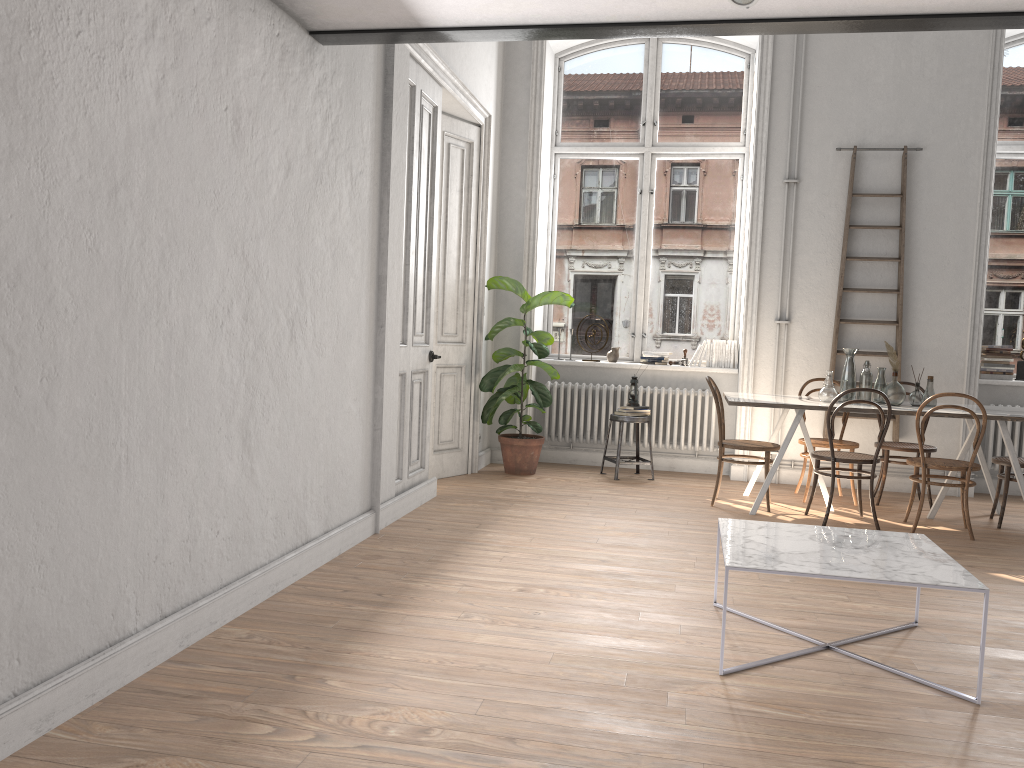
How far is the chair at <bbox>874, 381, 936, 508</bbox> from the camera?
6.5 meters

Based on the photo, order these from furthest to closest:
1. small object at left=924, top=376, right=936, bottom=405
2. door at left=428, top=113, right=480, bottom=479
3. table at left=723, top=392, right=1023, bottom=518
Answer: door at left=428, top=113, right=480, bottom=479
small object at left=924, top=376, right=936, bottom=405
table at left=723, top=392, right=1023, bottom=518

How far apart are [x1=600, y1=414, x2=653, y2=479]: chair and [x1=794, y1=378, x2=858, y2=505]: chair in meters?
1.3 m

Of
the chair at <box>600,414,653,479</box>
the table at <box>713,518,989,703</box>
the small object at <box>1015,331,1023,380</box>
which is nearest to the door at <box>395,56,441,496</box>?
the chair at <box>600,414,653,479</box>

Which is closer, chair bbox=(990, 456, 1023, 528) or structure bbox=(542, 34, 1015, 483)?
chair bbox=(990, 456, 1023, 528)

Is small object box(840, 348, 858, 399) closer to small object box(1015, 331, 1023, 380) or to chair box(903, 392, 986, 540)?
Answer: chair box(903, 392, 986, 540)

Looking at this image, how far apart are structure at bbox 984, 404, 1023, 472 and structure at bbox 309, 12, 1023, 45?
4.6 meters

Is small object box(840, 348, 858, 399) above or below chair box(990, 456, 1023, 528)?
above

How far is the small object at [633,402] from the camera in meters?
7.5

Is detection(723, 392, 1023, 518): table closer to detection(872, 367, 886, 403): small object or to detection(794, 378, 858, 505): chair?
detection(872, 367, 886, 403): small object
